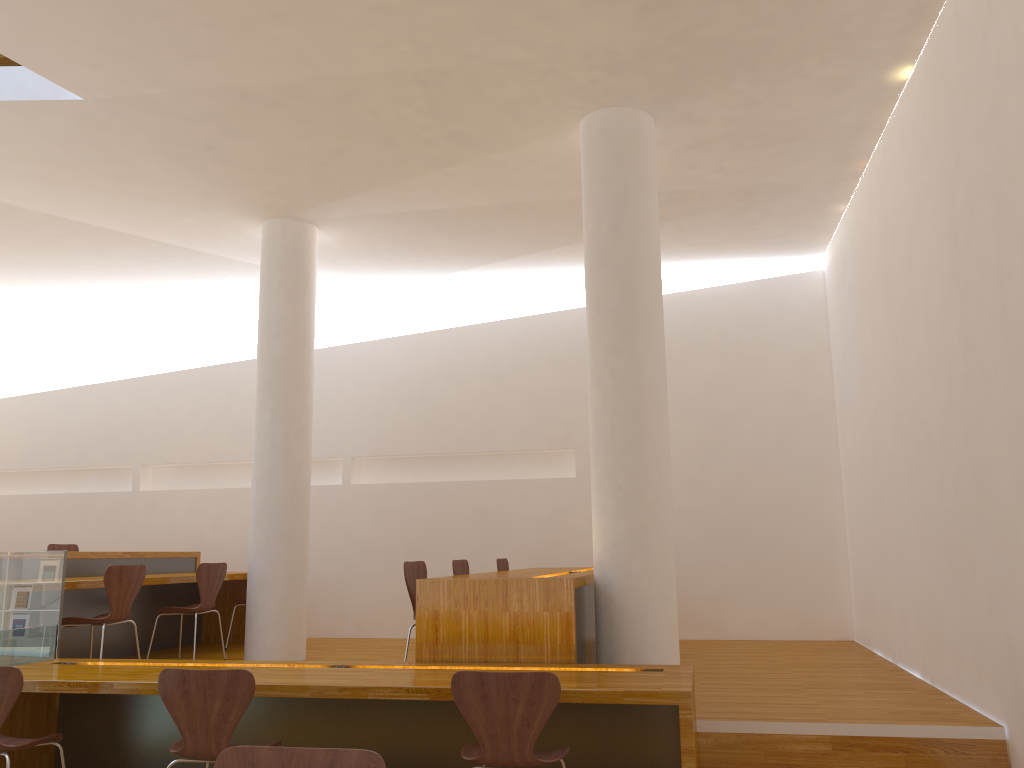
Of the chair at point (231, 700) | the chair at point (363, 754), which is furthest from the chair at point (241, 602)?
the chair at point (363, 754)

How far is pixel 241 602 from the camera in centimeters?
717cm

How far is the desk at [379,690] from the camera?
3.40m

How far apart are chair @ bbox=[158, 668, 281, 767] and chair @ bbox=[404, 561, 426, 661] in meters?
1.6 m

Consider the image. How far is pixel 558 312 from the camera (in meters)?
8.16

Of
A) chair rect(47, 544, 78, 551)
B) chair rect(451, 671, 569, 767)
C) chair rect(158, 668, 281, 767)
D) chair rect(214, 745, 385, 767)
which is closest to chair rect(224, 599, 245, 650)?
chair rect(47, 544, 78, 551)

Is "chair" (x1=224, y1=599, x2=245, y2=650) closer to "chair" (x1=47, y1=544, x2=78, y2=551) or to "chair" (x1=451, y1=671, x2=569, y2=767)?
"chair" (x1=47, y1=544, x2=78, y2=551)

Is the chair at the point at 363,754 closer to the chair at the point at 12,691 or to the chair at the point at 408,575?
the chair at the point at 12,691

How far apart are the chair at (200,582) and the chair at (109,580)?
0.6 meters

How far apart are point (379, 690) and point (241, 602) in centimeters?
417cm
